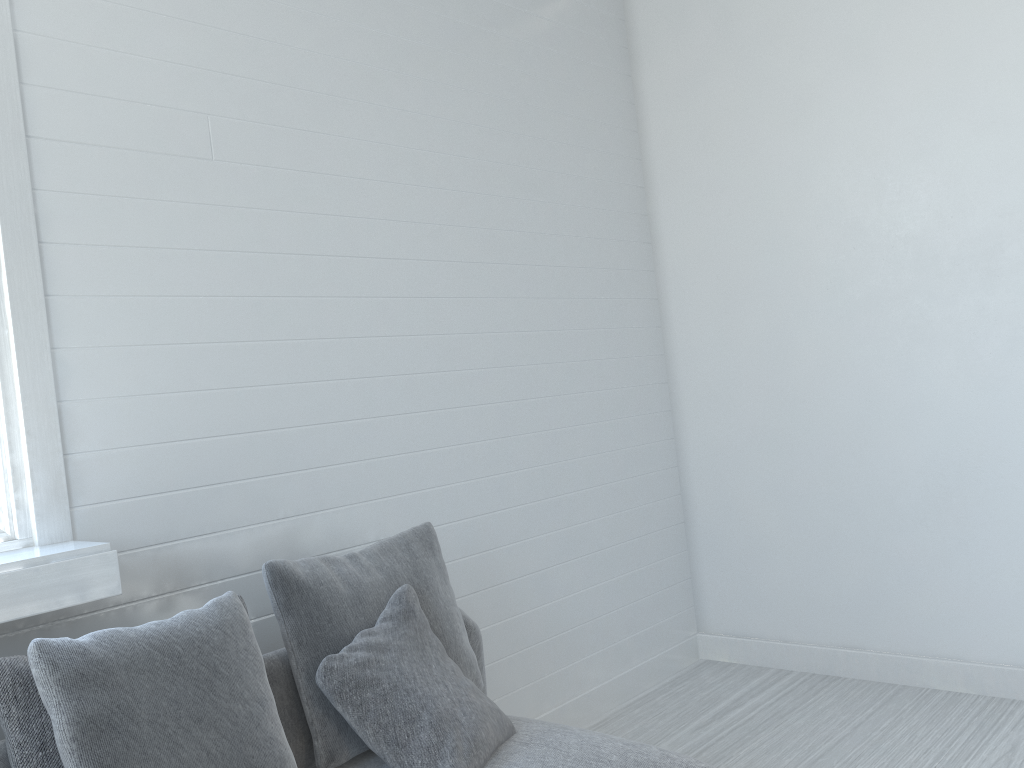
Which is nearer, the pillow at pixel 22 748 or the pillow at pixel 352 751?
the pillow at pixel 22 748

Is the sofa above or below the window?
below

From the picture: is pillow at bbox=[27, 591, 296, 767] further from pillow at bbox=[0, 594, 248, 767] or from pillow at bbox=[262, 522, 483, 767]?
pillow at bbox=[262, 522, 483, 767]

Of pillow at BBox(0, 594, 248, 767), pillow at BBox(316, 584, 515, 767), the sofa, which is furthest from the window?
pillow at BBox(316, 584, 515, 767)

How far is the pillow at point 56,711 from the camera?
1.9m

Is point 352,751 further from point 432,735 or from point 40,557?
point 40,557

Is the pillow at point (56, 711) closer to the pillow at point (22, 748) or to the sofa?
the pillow at point (22, 748)

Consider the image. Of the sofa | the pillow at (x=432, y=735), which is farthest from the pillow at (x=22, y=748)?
the pillow at (x=432, y=735)

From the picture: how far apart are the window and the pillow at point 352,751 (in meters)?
0.38

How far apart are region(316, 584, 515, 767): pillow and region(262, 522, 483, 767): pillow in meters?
0.0
